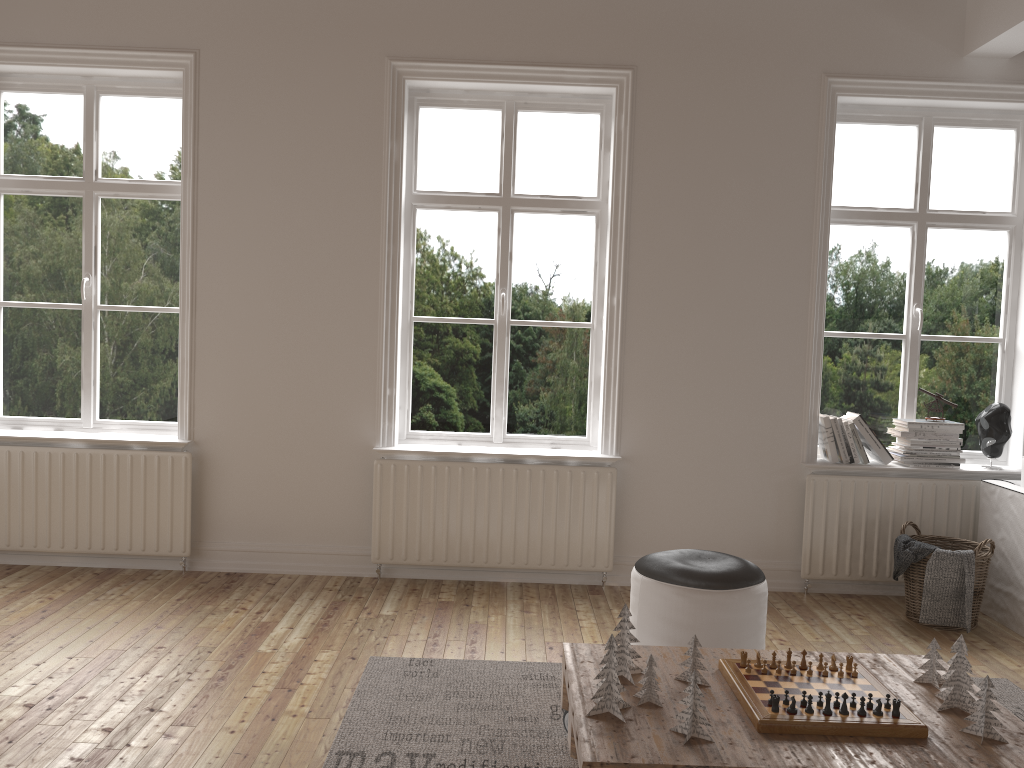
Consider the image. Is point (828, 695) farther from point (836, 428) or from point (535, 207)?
point (535, 207)

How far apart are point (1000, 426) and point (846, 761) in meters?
3.0

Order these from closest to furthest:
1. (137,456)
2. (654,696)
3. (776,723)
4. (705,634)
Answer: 1. (776,723)
2. (654,696)
3. (705,634)
4. (137,456)

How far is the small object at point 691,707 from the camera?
2.2 meters

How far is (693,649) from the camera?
2.51m

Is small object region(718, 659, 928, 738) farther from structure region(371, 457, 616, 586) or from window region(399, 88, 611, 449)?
window region(399, 88, 611, 449)

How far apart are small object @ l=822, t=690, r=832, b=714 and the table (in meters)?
0.08

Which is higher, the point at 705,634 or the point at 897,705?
the point at 897,705

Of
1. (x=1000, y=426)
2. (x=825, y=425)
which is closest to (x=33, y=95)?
(x=825, y=425)

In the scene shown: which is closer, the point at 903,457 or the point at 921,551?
the point at 921,551
